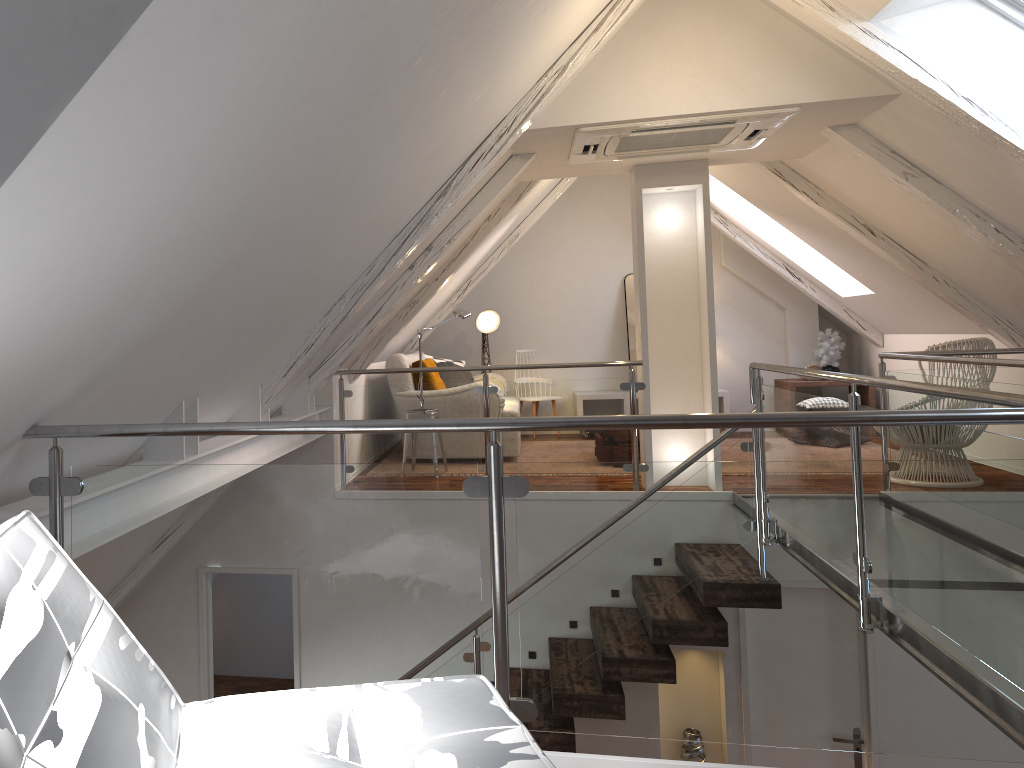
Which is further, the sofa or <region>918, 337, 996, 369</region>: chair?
the sofa

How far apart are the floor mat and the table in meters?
0.8

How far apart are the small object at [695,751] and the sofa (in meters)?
3.00

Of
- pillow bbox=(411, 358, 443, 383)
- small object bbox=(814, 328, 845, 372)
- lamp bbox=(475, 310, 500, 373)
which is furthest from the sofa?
small object bbox=(814, 328, 845, 372)

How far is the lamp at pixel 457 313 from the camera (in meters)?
6.08

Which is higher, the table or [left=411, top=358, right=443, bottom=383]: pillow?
[left=411, top=358, right=443, bottom=383]: pillow

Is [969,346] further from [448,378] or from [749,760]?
[448,378]

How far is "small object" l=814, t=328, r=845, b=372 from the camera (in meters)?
7.64

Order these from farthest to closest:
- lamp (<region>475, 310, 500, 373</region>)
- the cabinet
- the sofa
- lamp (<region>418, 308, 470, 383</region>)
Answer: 1. lamp (<region>475, 310, 500, 373</region>)
2. the cabinet
3. the sofa
4. lamp (<region>418, 308, 470, 383</region>)

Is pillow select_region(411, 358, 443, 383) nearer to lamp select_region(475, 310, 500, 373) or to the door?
lamp select_region(475, 310, 500, 373)
